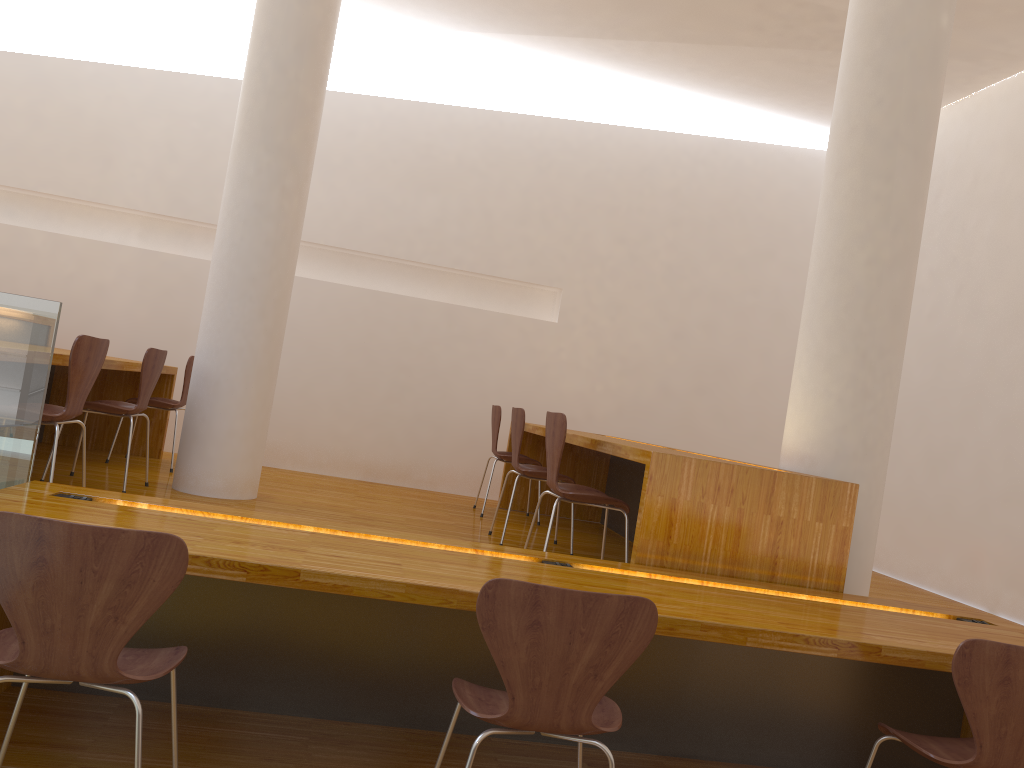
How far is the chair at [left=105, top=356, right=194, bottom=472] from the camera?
5.17m

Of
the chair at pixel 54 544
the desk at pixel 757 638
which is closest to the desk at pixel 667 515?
the desk at pixel 757 638

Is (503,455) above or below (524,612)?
above

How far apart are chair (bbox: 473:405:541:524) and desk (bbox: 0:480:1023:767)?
2.6 meters

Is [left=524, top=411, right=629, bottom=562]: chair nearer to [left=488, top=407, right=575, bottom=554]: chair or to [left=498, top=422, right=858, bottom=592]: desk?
[left=498, top=422, right=858, bottom=592]: desk

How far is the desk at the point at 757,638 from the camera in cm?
221

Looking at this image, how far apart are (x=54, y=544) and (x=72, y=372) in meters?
1.7

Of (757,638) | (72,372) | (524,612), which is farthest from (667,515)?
(72,372)

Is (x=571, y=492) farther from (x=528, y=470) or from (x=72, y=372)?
(x=72, y=372)

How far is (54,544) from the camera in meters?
1.7
